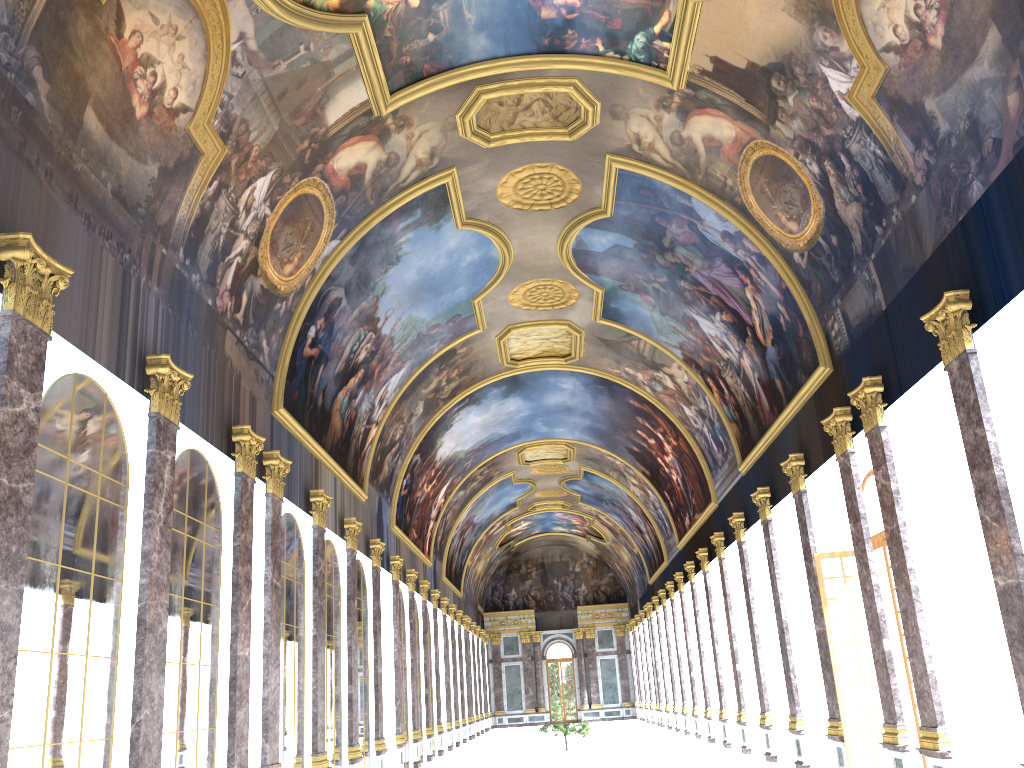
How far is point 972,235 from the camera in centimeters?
1202cm

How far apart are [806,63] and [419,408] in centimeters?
1879cm
